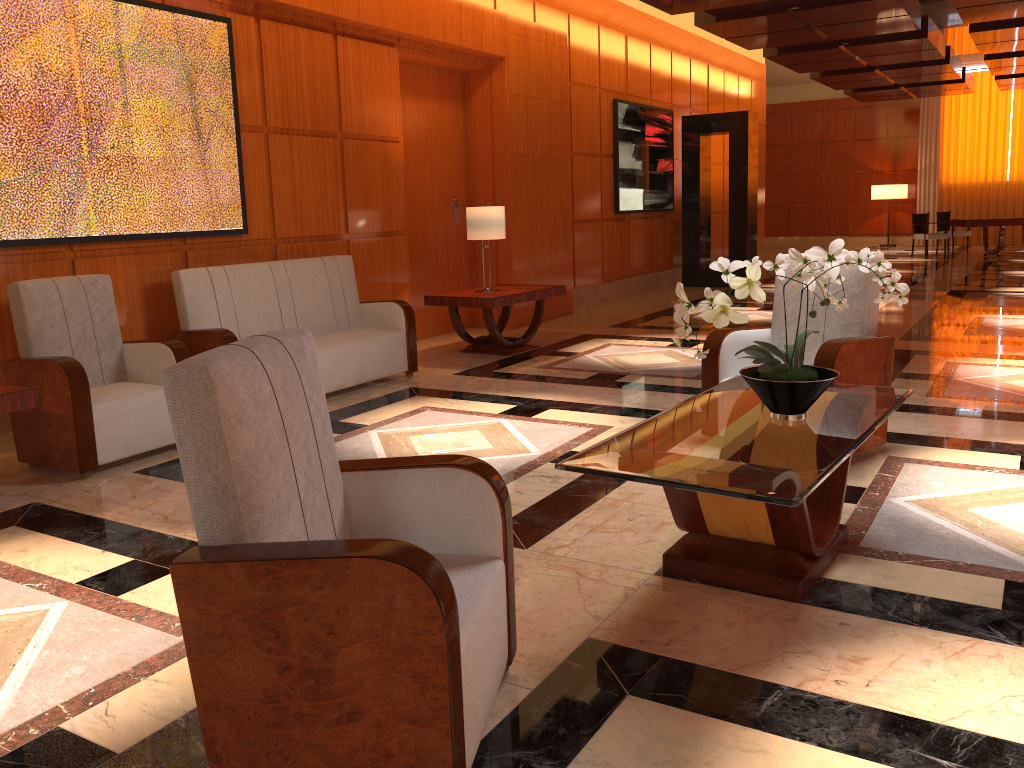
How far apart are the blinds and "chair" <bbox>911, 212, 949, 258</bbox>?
4.3 meters

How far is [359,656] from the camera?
1.7m

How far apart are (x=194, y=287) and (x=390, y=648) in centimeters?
434cm

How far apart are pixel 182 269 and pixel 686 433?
4.07m

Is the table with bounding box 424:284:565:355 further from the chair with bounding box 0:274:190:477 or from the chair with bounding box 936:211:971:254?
the chair with bounding box 936:211:971:254

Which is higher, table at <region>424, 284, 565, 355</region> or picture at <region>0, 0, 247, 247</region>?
picture at <region>0, 0, 247, 247</region>

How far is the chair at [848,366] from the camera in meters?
4.1

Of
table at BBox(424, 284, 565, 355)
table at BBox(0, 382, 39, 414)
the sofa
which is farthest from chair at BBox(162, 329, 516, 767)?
table at BBox(424, 284, 565, 355)

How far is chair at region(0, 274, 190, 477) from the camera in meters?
4.3 m

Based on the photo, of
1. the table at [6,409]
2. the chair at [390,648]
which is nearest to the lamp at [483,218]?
the table at [6,409]
